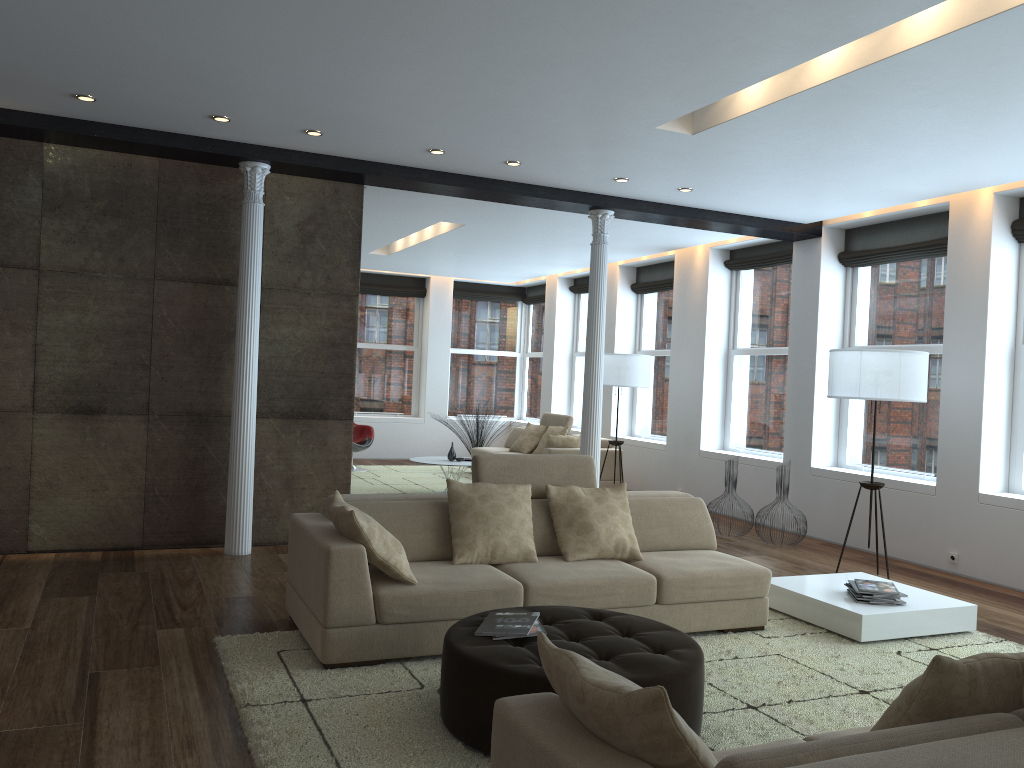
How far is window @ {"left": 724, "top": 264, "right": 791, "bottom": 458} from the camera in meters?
9.5 m

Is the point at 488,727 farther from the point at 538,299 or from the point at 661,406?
the point at 538,299

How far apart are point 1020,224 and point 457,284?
9.46m

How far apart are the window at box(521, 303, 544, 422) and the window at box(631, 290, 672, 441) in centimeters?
304cm

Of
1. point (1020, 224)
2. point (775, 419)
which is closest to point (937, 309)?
point (1020, 224)

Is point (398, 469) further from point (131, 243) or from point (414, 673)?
point (414, 673)

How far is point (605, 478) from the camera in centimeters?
1074cm

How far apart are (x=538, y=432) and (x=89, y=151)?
6.98m

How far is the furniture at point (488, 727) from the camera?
3.18m

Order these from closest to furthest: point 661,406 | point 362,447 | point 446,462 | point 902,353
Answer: point 902,353, point 446,462, point 661,406, point 362,447
